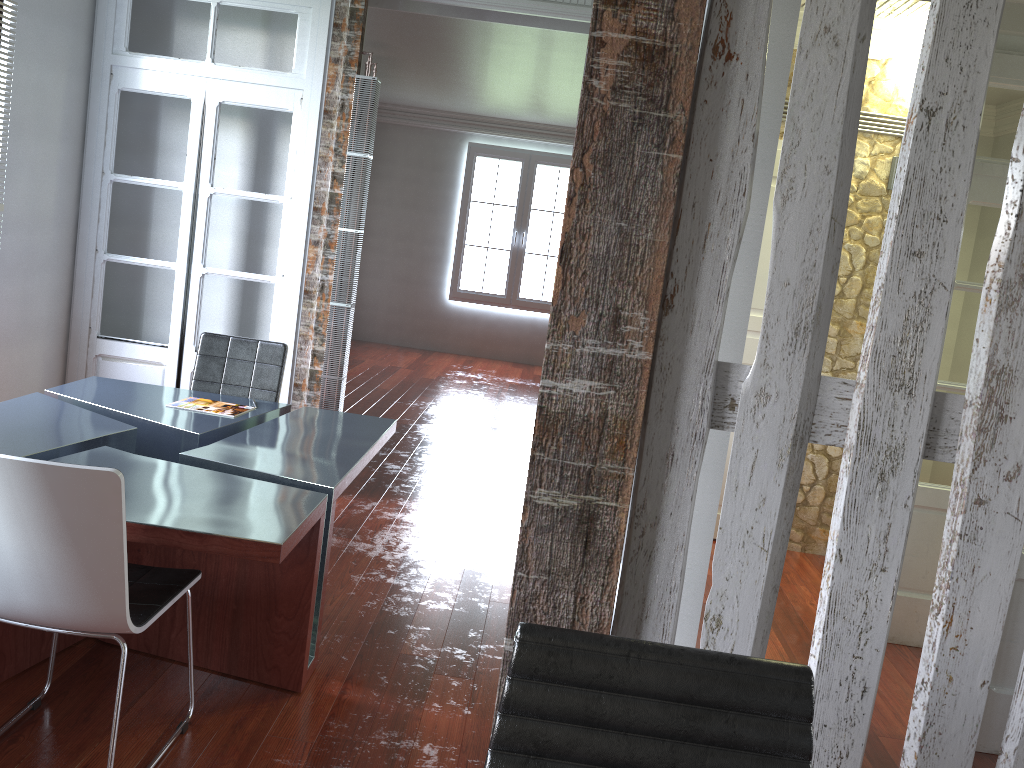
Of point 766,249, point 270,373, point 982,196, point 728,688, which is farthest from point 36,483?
point 766,249

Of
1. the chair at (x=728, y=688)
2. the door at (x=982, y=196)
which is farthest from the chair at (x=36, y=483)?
the door at (x=982, y=196)

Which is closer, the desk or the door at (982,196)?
the desk

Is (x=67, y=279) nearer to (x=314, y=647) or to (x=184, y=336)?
(x=184, y=336)

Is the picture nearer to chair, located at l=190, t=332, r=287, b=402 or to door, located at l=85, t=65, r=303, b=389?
door, located at l=85, t=65, r=303, b=389

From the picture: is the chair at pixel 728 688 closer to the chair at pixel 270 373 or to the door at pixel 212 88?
the chair at pixel 270 373

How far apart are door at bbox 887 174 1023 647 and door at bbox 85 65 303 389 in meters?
3.2

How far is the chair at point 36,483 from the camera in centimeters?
203cm

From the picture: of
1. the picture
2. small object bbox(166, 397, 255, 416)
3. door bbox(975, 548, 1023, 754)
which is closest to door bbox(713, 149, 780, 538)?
door bbox(975, 548, 1023, 754)

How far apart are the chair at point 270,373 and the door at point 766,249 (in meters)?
2.51
